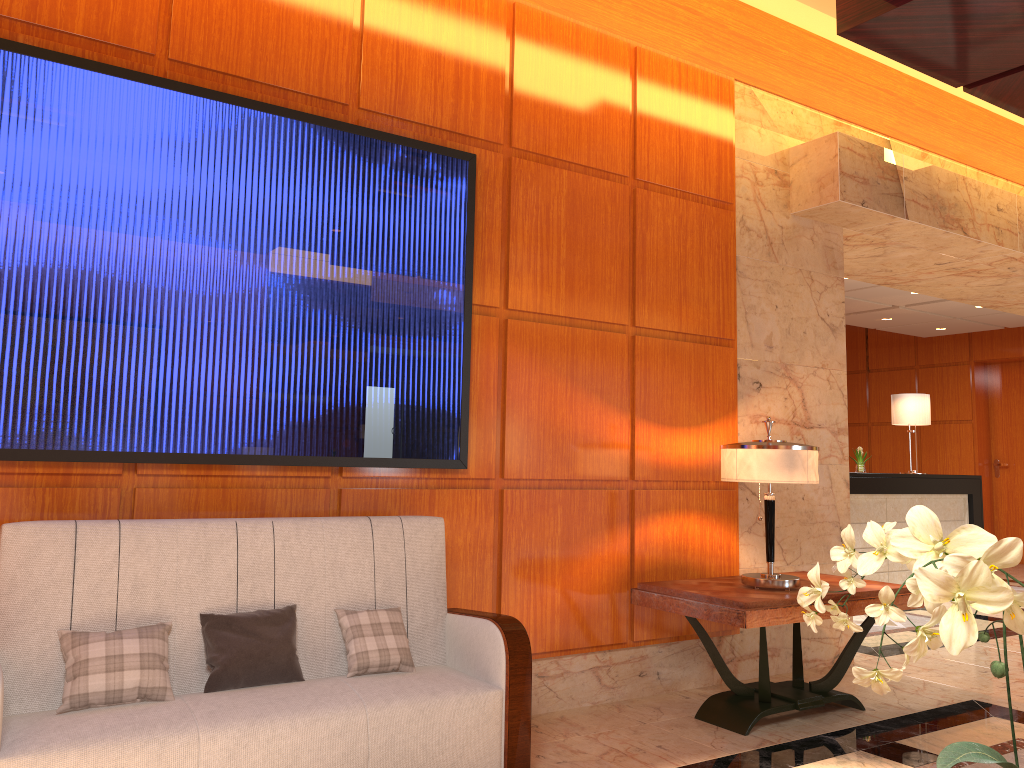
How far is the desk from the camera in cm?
817

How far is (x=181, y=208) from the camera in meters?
3.3 m

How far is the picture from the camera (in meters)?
3.07

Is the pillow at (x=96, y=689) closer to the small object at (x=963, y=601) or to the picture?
the picture

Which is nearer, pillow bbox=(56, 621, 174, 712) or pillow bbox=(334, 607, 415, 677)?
pillow bbox=(56, 621, 174, 712)

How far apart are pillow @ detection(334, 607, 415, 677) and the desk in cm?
583

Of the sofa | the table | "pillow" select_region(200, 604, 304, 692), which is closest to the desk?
the table

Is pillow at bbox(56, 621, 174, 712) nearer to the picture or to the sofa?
the sofa

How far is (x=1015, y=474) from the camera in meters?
11.9

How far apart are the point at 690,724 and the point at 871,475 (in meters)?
4.86
